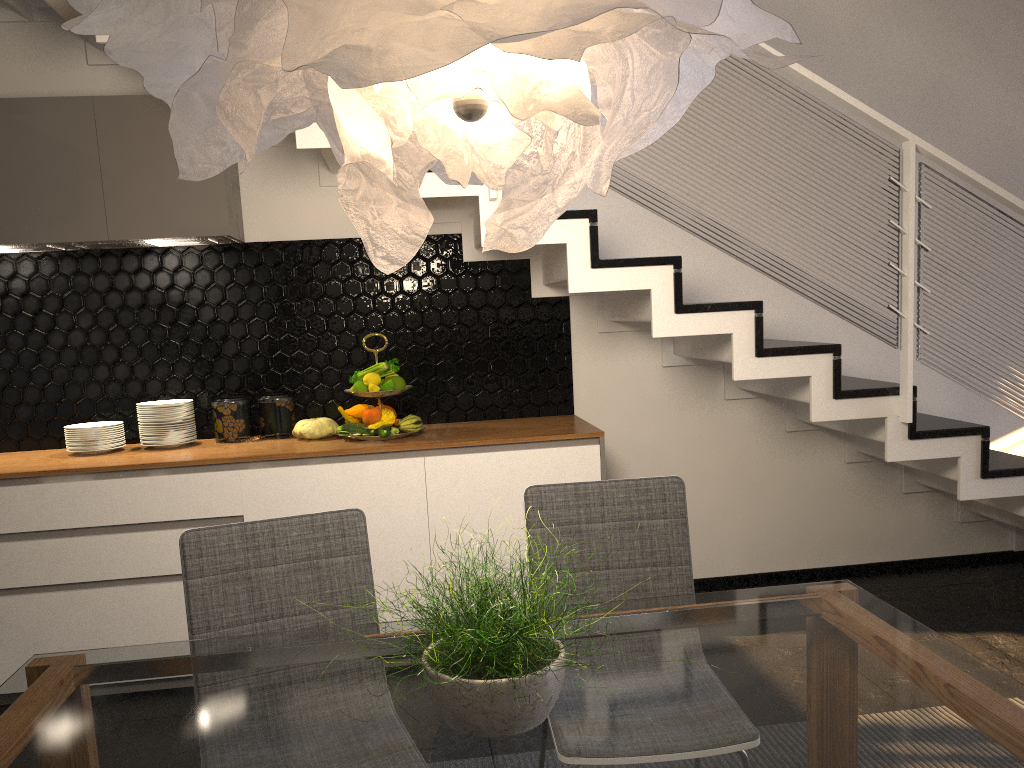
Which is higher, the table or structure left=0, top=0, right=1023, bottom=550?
structure left=0, top=0, right=1023, bottom=550

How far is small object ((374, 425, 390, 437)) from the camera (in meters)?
3.41

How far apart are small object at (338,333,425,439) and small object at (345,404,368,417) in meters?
0.1 m

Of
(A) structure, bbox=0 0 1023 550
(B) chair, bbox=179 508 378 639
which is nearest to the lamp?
(B) chair, bbox=179 508 378 639

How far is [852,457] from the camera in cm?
420

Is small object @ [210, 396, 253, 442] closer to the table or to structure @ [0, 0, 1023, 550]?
structure @ [0, 0, 1023, 550]

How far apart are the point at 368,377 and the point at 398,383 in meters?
0.1 m

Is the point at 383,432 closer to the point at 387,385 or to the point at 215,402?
the point at 387,385

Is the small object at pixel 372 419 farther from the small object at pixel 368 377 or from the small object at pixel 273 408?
the small object at pixel 273 408

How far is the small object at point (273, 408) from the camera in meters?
3.7
